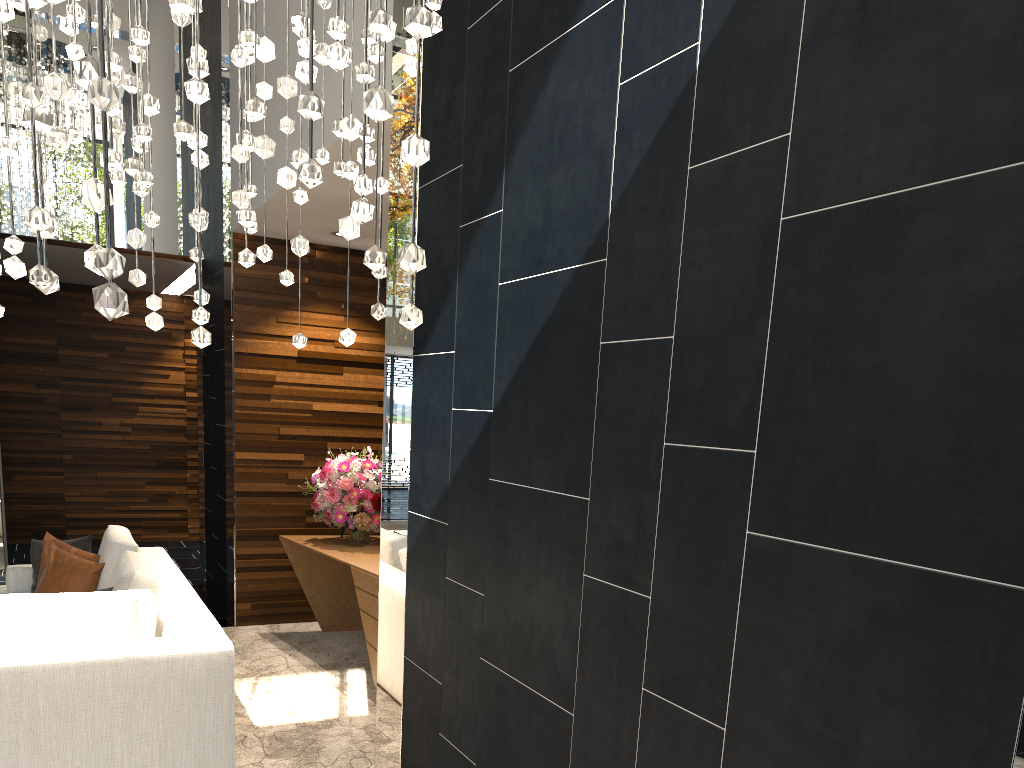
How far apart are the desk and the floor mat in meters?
0.0

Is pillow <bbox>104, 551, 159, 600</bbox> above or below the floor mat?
above

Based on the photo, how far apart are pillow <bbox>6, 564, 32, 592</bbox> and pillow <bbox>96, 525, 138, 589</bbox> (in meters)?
0.57

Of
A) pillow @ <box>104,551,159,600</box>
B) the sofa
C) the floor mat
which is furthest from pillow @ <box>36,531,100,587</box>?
the floor mat

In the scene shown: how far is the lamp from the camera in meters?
1.3

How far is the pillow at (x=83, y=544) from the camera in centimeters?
514cm

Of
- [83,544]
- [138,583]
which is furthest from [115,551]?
[138,583]

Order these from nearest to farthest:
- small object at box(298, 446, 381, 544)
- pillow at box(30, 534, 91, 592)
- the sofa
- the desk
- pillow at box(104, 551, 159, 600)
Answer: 1. the sofa
2. pillow at box(104, 551, 159, 600)
3. the desk
4. pillow at box(30, 534, 91, 592)
5. small object at box(298, 446, 381, 544)

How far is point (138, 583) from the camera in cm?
397

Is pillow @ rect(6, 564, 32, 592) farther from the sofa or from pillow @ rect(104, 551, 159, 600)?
pillow @ rect(104, 551, 159, 600)
